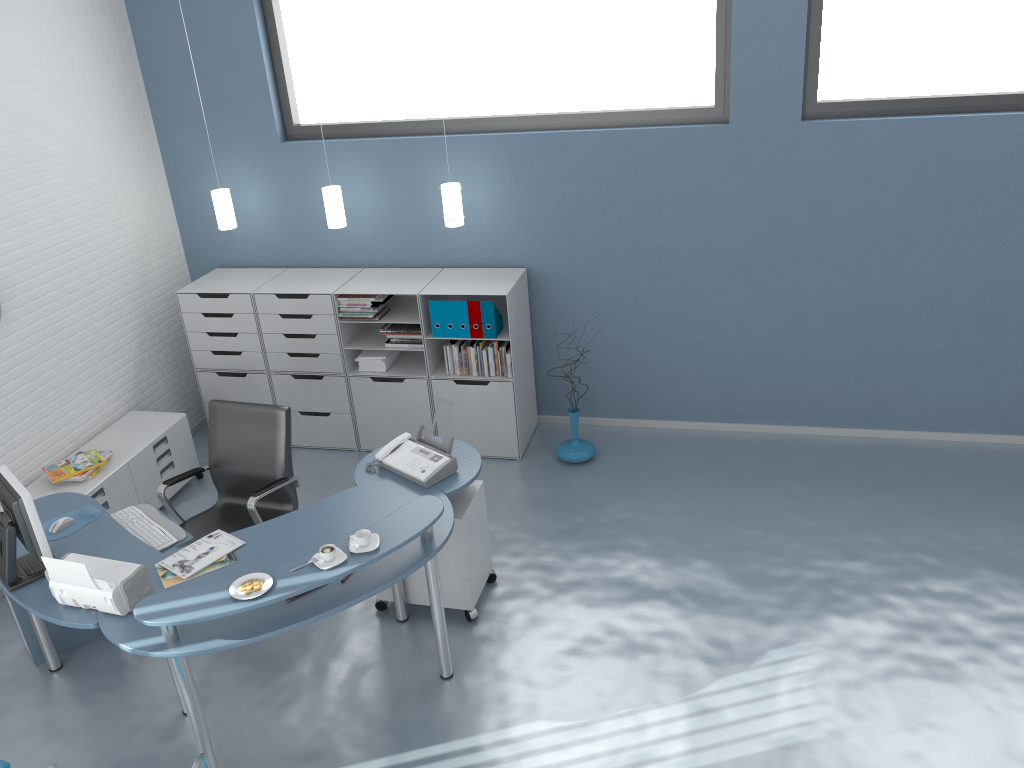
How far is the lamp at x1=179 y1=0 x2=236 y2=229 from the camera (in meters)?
5.81

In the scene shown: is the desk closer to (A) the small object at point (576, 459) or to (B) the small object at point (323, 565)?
(B) the small object at point (323, 565)

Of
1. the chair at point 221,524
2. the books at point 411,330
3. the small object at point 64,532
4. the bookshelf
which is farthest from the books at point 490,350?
the small object at point 64,532

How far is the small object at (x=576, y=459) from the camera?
5.67m

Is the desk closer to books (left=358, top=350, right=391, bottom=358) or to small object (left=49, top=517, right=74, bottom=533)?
small object (left=49, top=517, right=74, bottom=533)

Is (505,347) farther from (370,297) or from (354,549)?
(354,549)

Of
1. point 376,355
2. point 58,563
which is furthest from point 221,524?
point 376,355

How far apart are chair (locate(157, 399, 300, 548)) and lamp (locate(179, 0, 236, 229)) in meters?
1.7

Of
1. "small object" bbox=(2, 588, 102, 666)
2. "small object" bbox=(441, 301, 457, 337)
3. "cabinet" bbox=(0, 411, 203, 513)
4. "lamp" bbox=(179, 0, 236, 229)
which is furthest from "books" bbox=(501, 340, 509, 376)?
"small object" bbox=(2, 588, 102, 666)

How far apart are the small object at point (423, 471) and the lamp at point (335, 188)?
1.9m
